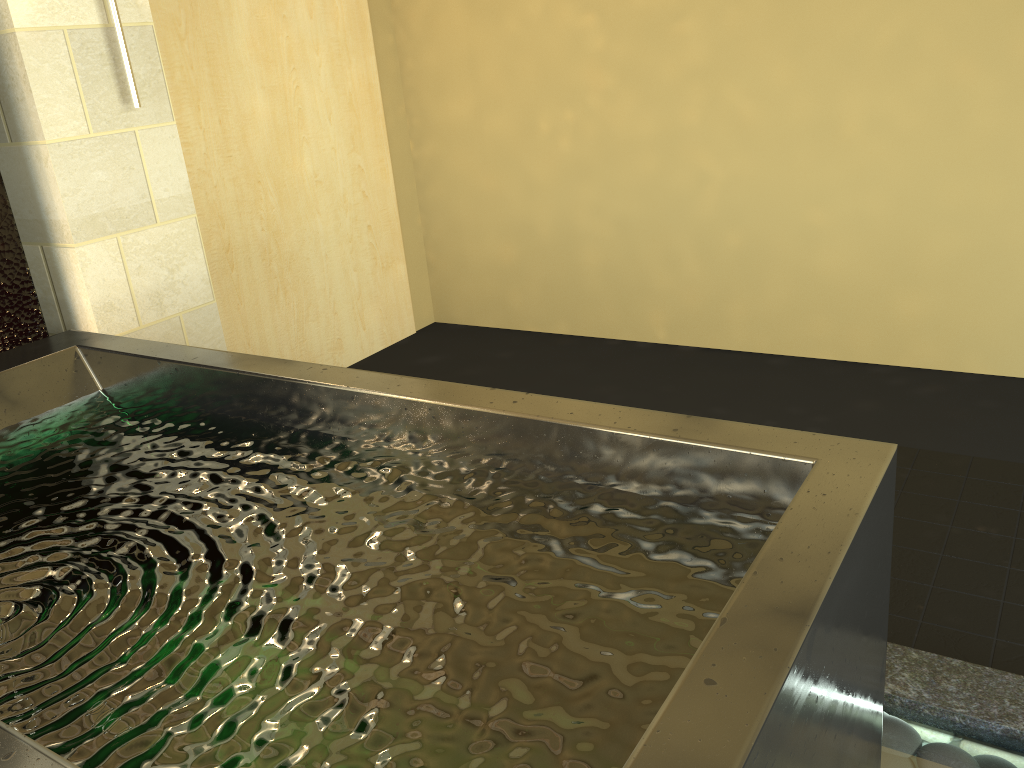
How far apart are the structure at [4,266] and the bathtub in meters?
0.3

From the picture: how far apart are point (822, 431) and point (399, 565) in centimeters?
212cm

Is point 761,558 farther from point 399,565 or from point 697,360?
point 697,360

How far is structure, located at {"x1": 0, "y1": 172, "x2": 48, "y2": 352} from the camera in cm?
255

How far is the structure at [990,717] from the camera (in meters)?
1.68

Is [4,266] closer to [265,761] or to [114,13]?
[114,13]

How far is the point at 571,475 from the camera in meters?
1.6

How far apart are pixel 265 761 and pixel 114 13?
2.4 meters

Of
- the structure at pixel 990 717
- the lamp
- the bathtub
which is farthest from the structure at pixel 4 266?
the structure at pixel 990 717

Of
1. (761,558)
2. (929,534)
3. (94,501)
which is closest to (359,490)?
(94,501)
